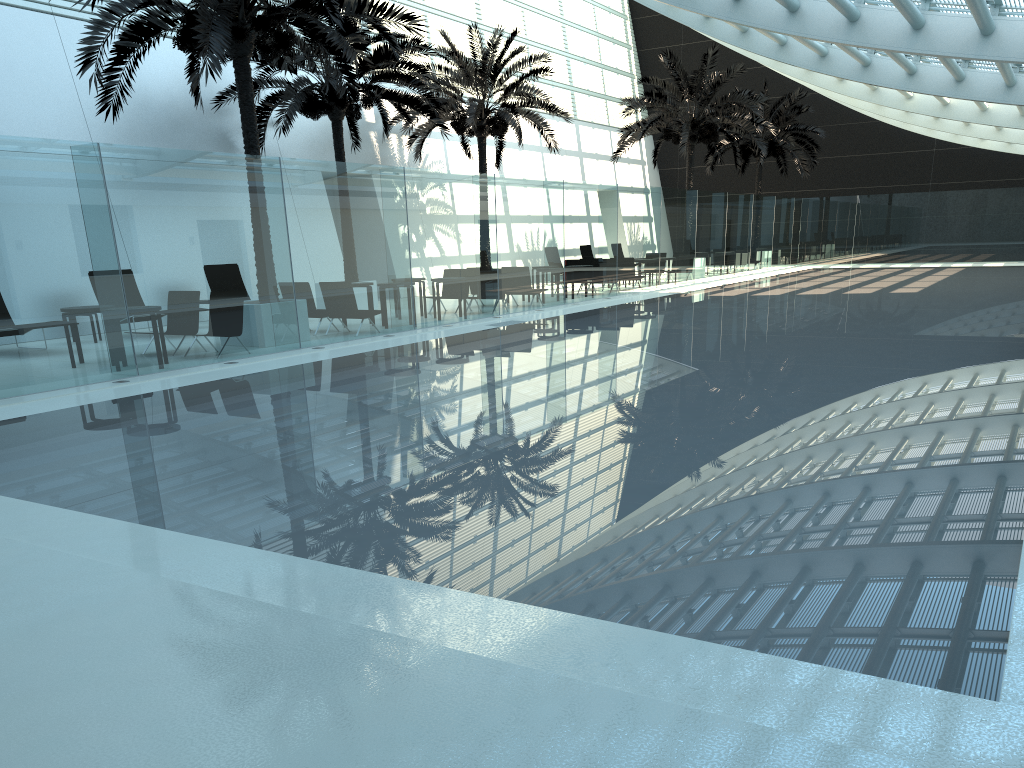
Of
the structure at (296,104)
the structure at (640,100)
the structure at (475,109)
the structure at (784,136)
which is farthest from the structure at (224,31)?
the structure at (784,136)

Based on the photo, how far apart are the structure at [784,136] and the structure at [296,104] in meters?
17.3 m

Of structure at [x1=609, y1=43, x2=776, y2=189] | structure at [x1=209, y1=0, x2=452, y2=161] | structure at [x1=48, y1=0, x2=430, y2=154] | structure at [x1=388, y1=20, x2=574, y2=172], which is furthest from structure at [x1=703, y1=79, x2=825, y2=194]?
structure at [x1=48, y1=0, x2=430, y2=154]

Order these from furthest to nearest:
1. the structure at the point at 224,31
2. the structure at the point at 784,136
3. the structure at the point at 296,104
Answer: the structure at the point at 784,136, the structure at the point at 296,104, the structure at the point at 224,31

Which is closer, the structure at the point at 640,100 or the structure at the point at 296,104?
the structure at the point at 296,104

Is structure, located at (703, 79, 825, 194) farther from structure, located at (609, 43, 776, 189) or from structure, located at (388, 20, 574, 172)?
structure, located at (388, 20, 574, 172)

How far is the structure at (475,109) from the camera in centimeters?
2331cm

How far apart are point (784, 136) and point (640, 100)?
9.42m

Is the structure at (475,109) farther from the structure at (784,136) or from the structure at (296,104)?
the structure at (784,136)

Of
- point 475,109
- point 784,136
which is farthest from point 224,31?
point 784,136
